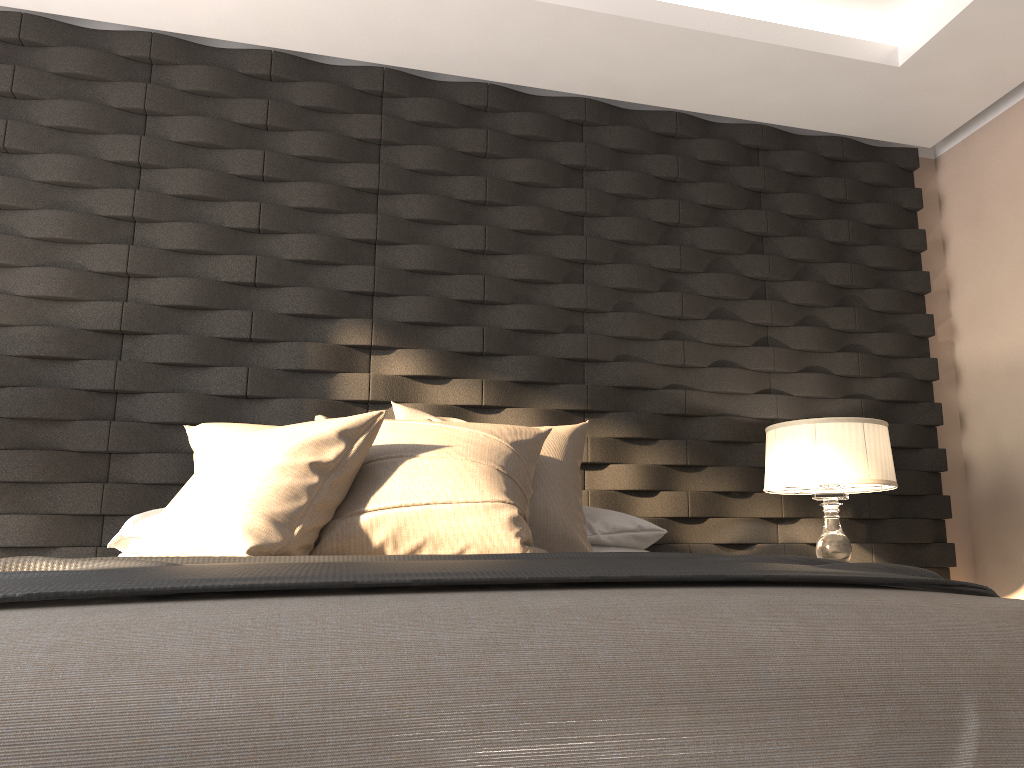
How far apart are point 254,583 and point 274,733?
0.3 meters

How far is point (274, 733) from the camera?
0.9 meters

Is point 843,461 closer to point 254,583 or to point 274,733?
point 254,583

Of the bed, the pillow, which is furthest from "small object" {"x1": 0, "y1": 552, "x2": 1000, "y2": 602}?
the pillow

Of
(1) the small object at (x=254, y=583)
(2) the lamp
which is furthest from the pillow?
(2) the lamp

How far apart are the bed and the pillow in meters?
0.7 m

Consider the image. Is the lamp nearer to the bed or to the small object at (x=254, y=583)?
the small object at (x=254, y=583)

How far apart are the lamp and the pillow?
0.7 meters

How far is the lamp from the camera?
2.9 meters

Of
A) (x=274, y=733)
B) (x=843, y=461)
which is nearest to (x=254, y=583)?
(x=274, y=733)
